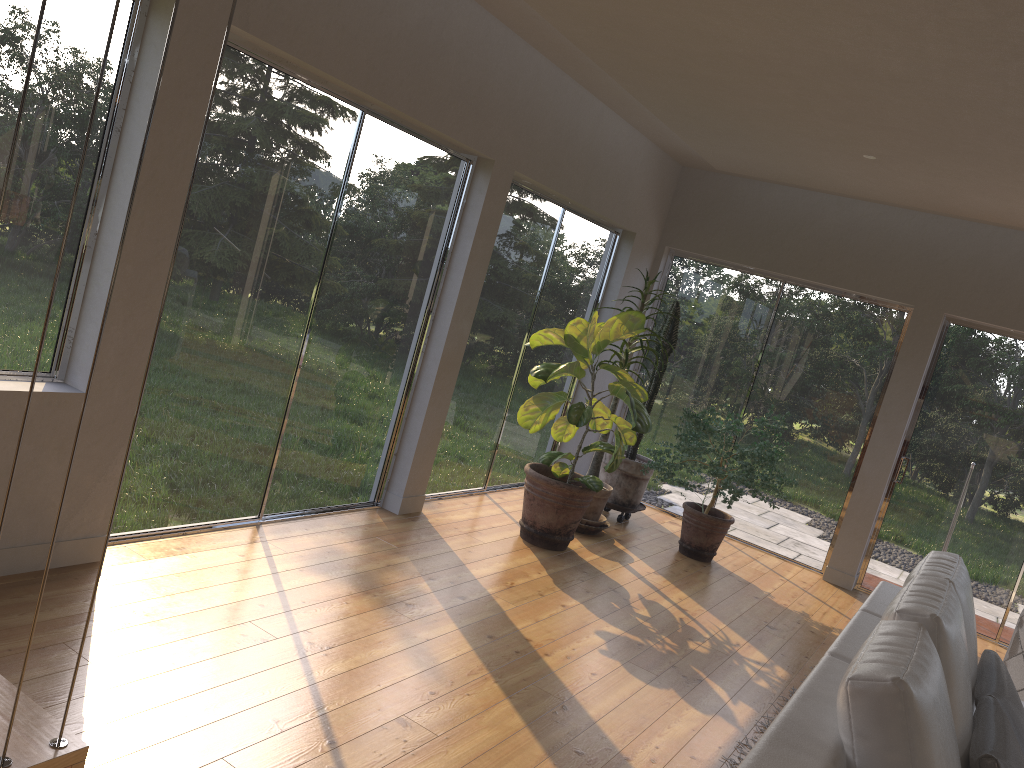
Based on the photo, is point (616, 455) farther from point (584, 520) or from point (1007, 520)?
point (1007, 520)

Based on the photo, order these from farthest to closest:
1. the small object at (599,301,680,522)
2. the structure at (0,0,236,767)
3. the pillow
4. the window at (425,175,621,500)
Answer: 1. the small object at (599,301,680,522)
2. the window at (425,175,621,500)
3. the pillow
4. the structure at (0,0,236,767)

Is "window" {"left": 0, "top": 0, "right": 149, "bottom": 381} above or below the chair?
above

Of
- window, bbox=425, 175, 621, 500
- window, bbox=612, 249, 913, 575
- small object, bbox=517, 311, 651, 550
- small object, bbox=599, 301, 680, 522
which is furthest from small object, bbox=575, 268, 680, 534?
window, bbox=612, 249, 913, 575

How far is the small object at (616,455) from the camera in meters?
5.3

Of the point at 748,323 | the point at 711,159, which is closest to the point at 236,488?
the point at 711,159

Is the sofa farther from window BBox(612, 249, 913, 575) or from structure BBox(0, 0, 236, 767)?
window BBox(612, 249, 913, 575)

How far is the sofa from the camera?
1.79m

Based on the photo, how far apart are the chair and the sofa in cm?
167

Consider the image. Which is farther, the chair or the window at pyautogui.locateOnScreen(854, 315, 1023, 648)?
the window at pyautogui.locateOnScreen(854, 315, 1023, 648)
